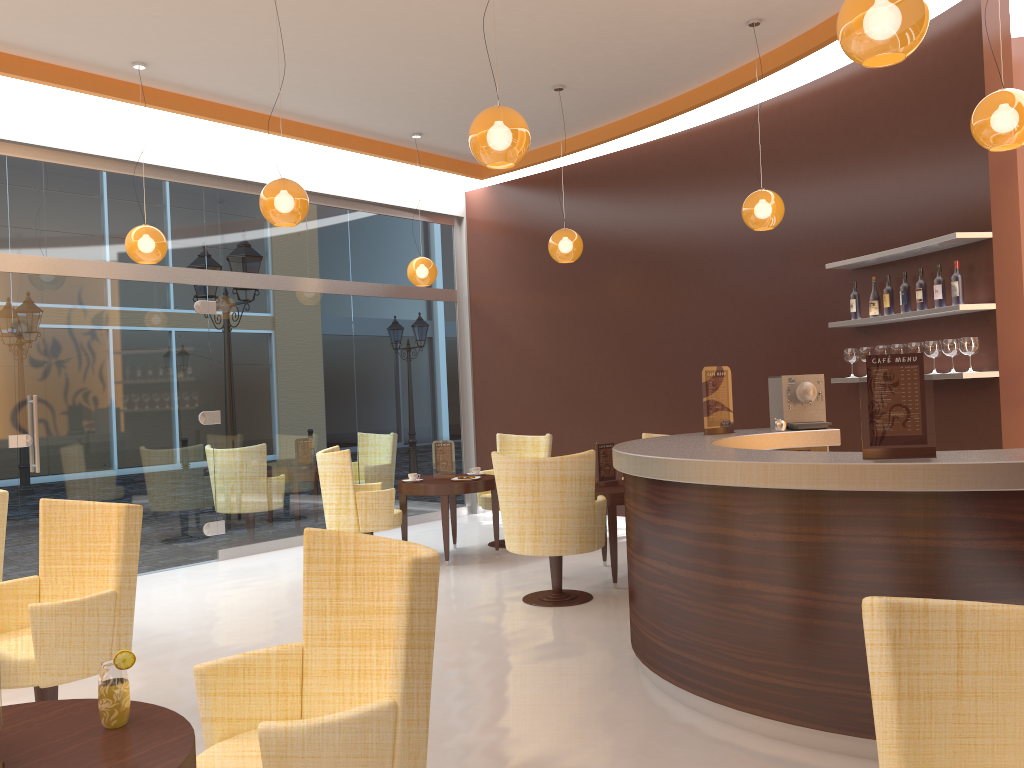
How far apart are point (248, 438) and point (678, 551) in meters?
5.5

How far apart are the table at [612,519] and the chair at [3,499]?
3.7 meters

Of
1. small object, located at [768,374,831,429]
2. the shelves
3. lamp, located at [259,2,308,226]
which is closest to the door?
lamp, located at [259,2,308,226]

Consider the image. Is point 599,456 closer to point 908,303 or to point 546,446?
point 546,446

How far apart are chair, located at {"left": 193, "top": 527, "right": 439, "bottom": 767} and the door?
5.2 meters

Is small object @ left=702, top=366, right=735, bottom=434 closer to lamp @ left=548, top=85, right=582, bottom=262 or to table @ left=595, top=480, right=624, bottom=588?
table @ left=595, top=480, right=624, bottom=588

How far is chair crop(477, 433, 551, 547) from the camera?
8.1m

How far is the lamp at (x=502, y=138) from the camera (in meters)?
4.13

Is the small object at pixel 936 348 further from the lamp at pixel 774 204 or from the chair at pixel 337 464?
the chair at pixel 337 464

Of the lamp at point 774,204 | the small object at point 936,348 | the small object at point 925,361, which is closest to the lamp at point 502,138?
the small object at point 925,361
